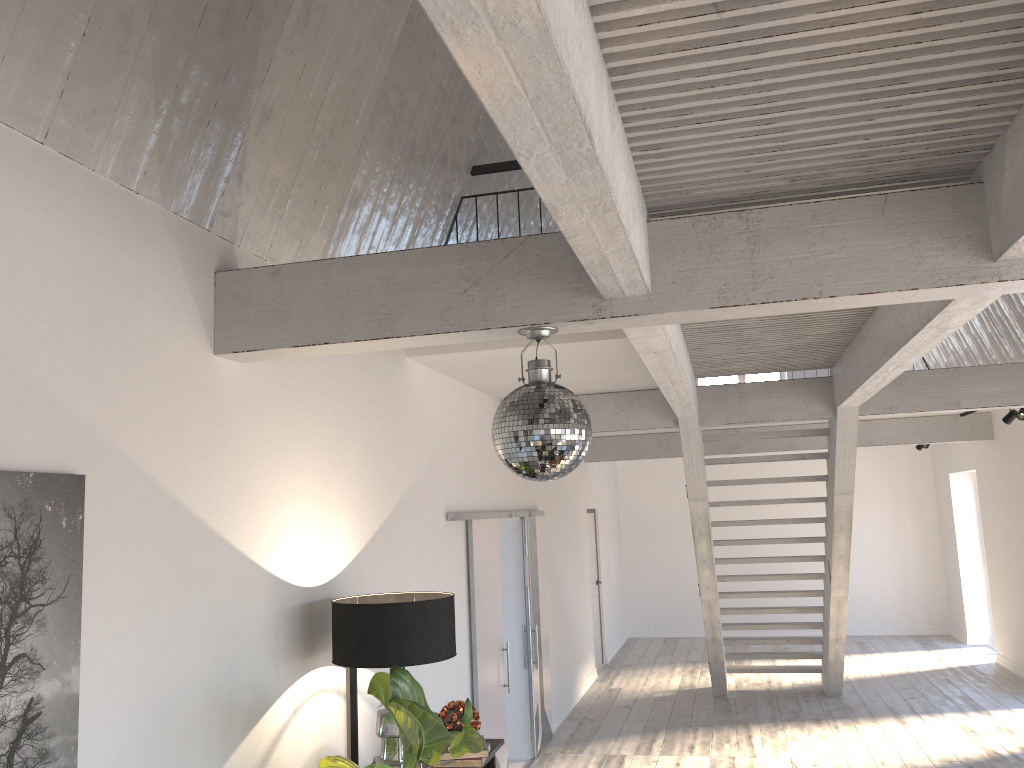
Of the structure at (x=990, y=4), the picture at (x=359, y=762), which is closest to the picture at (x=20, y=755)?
the structure at (x=990, y=4)

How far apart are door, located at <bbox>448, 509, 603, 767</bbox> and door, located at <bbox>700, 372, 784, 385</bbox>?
3.87m

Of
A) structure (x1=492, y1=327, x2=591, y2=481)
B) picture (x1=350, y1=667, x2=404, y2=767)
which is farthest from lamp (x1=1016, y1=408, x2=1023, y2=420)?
structure (x1=492, y1=327, x2=591, y2=481)

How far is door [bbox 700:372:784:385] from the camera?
14.47m

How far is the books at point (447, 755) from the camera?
4.1m

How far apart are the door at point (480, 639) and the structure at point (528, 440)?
2.84m

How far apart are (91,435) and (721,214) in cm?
205

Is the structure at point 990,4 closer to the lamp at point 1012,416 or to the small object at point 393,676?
the small object at point 393,676

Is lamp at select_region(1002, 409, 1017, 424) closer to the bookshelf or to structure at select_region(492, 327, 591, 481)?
the bookshelf

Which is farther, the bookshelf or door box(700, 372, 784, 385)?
door box(700, 372, 784, 385)
